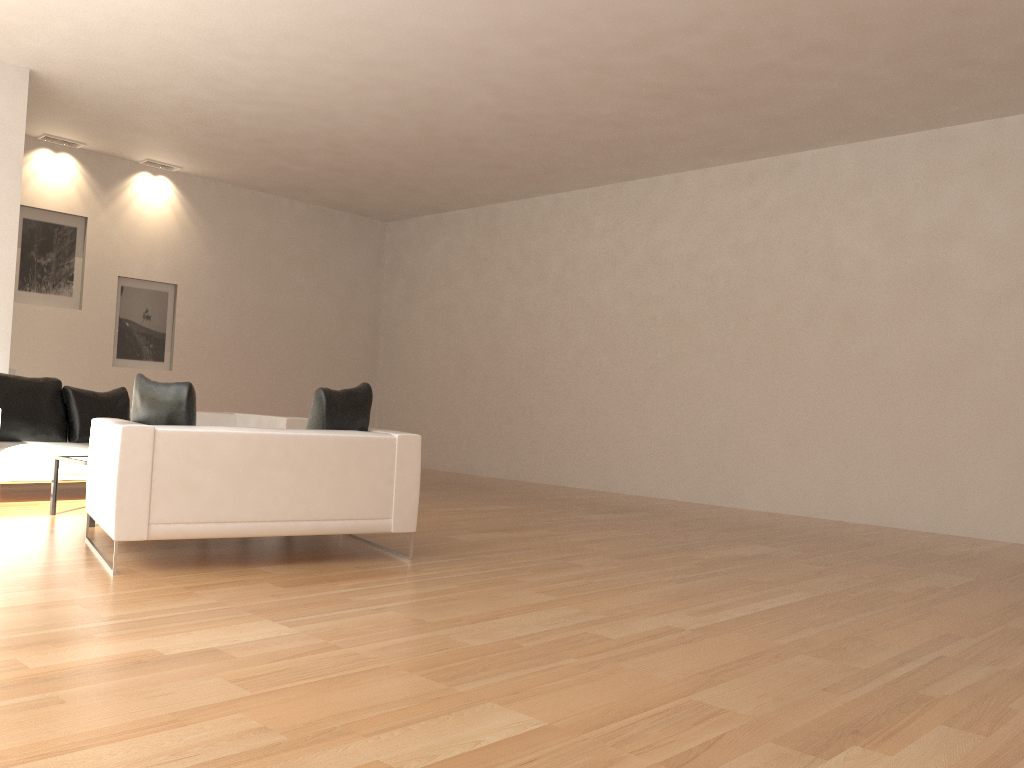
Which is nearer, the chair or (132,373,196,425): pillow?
the chair

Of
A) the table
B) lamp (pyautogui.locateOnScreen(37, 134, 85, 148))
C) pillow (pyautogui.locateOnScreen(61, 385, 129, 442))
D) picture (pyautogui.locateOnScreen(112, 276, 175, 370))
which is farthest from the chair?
lamp (pyautogui.locateOnScreen(37, 134, 85, 148))

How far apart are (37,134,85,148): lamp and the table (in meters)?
5.56

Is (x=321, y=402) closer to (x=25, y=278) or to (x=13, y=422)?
(x=13, y=422)

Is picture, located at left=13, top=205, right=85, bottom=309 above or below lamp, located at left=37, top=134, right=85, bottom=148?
below

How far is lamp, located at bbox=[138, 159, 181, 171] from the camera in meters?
11.1

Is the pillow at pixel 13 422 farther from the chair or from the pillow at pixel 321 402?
the pillow at pixel 321 402

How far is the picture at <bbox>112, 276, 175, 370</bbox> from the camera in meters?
11.0 m

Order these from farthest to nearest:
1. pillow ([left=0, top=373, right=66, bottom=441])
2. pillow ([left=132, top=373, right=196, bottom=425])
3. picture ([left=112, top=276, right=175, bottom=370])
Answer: picture ([left=112, top=276, right=175, bottom=370]) < pillow ([left=0, top=373, right=66, bottom=441]) < pillow ([left=132, top=373, right=196, bottom=425])

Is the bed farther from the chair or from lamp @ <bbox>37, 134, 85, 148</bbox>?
lamp @ <bbox>37, 134, 85, 148</bbox>
